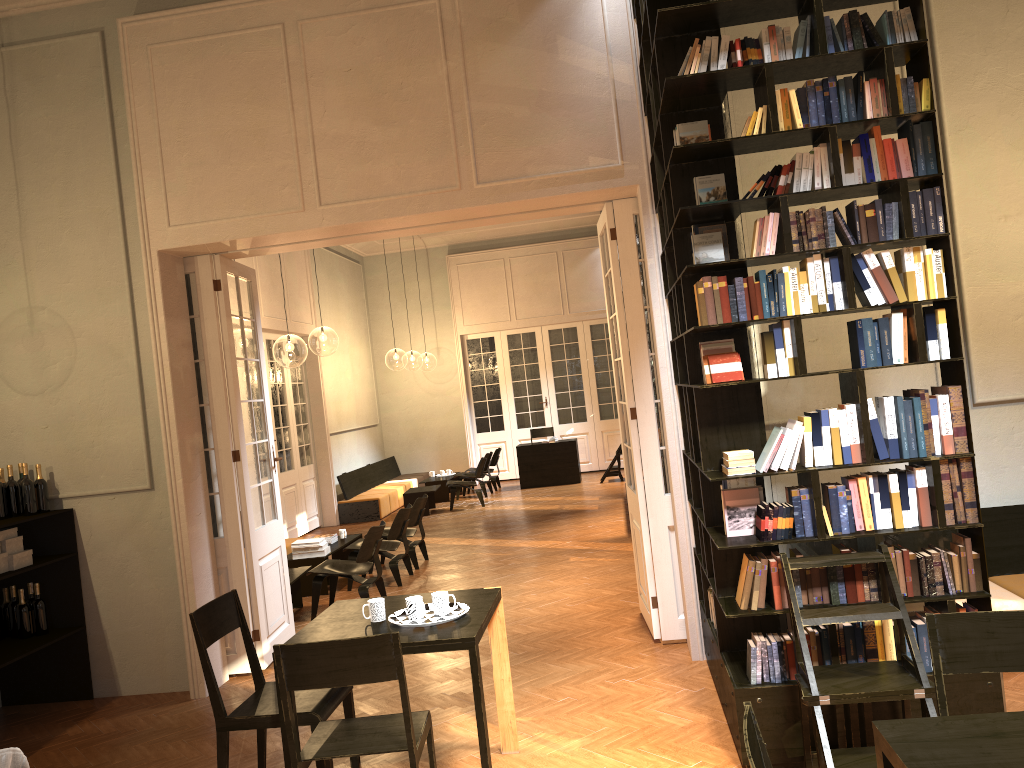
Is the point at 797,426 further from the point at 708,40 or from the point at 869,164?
the point at 708,40

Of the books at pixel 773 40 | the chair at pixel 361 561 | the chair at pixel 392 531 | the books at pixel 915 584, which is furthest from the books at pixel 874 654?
the chair at pixel 392 531

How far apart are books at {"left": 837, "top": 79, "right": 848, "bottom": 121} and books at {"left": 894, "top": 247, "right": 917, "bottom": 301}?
0.69m

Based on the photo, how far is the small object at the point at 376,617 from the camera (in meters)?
4.32

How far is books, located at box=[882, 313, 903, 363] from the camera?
4.20m

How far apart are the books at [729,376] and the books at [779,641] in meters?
1.3

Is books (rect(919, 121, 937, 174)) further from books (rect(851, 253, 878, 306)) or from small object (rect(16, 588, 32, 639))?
small object (rect(16, 588, 32, 639))

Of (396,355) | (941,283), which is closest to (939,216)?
(941,283)

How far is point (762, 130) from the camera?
4.2m

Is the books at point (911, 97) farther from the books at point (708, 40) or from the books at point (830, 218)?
the books at point (708, 40)
